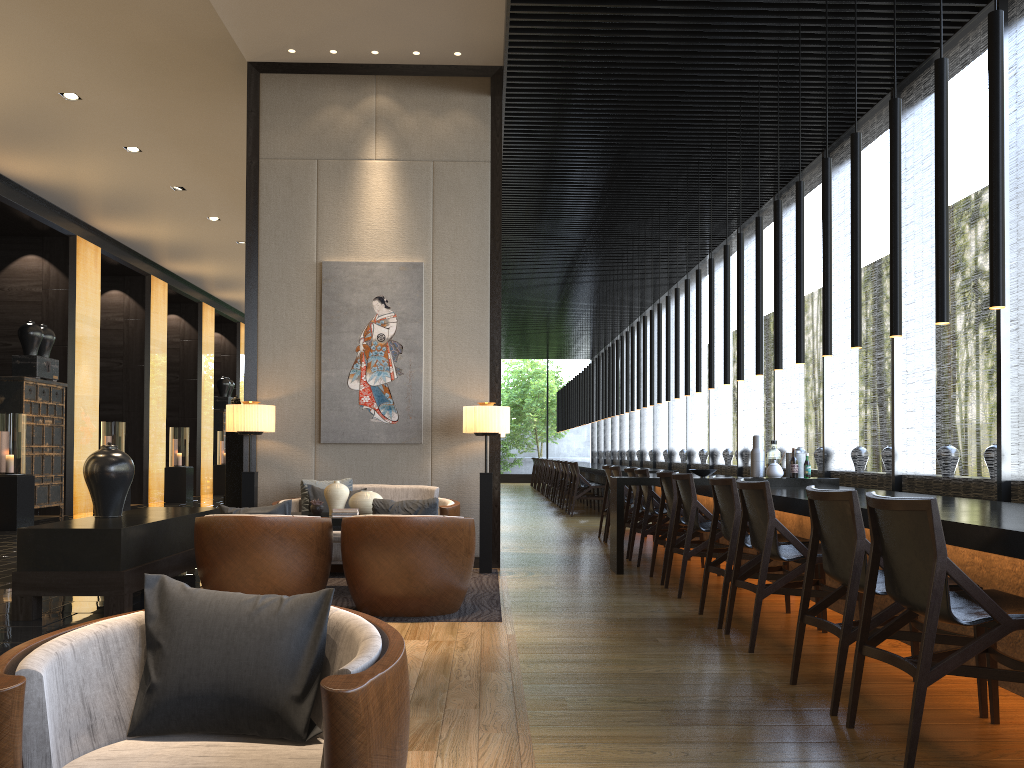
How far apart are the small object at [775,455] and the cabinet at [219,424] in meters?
15.8 m

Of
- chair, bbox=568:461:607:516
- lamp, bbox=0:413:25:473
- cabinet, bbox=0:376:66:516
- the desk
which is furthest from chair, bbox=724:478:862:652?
cabinet, bbox=0:376:66:516

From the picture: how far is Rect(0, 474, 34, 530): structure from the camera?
10.4 meters

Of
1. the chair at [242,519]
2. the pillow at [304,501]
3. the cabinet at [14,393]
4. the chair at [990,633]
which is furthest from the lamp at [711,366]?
the cabinet at [14,393]

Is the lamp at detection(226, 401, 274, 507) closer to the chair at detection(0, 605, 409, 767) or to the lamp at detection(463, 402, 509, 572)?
the lamp at detection(463, 402, 509, 572)

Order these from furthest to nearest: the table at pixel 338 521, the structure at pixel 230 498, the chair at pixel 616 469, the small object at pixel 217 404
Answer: the small object at pixel 217 404
the chair at pixel 616 469
the structure at pixel 230 498
the table at pixel 338 521

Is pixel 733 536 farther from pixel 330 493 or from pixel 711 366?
pixel 711 366

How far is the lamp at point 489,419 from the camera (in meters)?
6.86

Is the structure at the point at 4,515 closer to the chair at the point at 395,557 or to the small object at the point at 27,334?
the small object at the point at 27,334

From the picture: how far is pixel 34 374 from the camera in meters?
11.9 m
